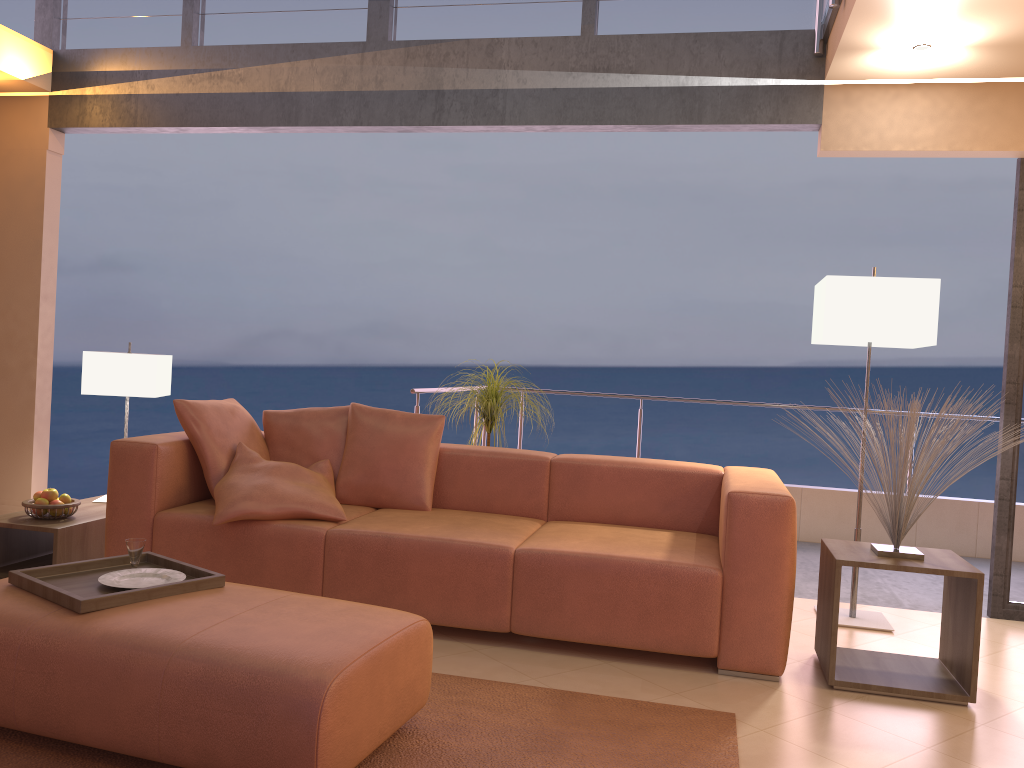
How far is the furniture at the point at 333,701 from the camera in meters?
2.0

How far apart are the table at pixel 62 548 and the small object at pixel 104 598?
1.1m

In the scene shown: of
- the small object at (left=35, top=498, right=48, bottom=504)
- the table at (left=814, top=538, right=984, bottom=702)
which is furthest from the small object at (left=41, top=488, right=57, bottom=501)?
the table at (left=814, top=538, right=984, bottom=702)

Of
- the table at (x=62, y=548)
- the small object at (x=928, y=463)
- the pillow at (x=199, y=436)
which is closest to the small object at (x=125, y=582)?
the pillow at (x=199, y=436)

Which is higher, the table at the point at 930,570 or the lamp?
the lamp

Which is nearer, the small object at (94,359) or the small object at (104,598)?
the small object at (104,598)

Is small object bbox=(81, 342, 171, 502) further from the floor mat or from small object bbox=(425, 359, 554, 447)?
the floor mat

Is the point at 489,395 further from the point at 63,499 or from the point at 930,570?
the point at 930,570

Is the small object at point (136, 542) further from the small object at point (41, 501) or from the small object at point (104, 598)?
the small object at point (41, 501)

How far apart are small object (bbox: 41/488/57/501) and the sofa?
0.44m
